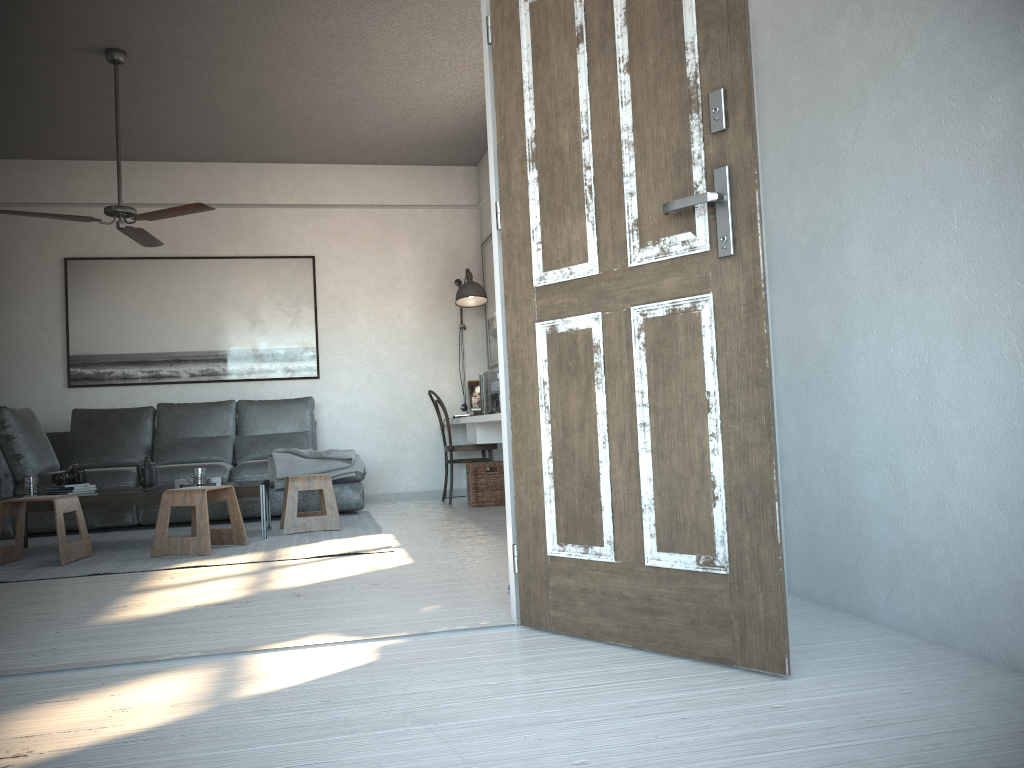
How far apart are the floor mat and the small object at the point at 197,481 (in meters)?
0.44

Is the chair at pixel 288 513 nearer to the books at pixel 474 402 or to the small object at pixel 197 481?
the small object at pixel 197 481

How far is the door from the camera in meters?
2.1 m

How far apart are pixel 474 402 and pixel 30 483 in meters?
3.5 m

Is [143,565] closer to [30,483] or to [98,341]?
[30,483]

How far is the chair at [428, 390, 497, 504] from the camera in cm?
696

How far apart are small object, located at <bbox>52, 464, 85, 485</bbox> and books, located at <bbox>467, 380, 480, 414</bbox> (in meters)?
3.17

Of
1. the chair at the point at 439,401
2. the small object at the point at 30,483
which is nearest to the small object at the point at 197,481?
the small object at the point at 30,483

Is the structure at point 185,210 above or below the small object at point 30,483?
above

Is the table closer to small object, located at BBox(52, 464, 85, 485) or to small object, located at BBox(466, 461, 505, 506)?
small object, located at BBox(52, 464, 85, 485)
